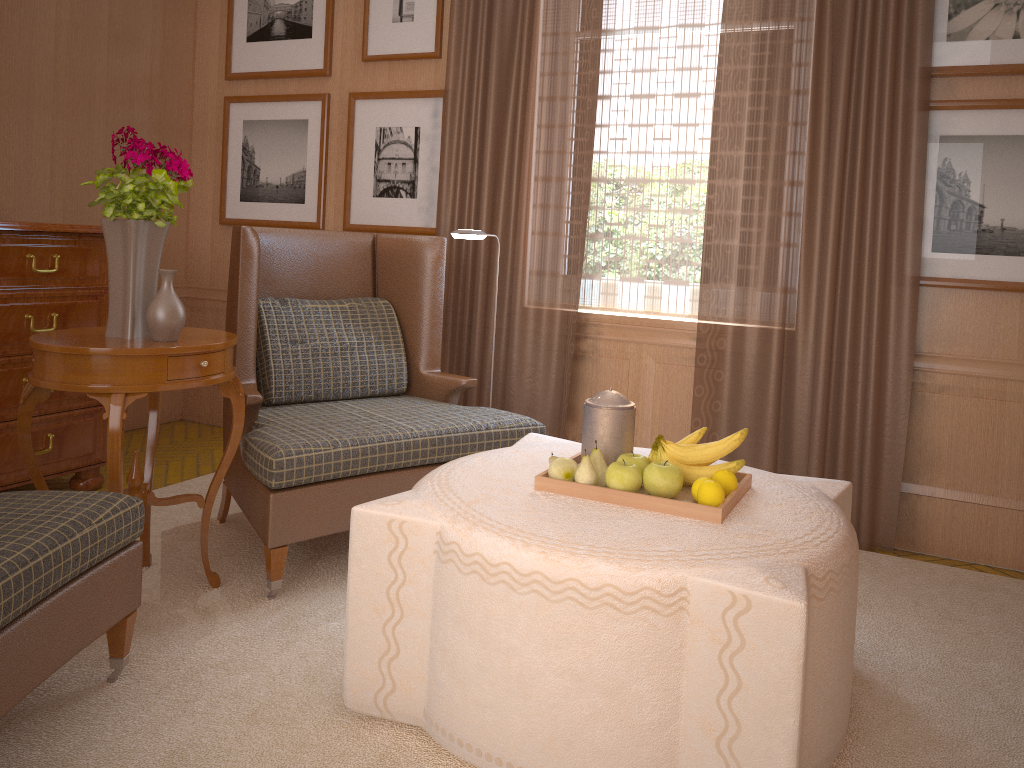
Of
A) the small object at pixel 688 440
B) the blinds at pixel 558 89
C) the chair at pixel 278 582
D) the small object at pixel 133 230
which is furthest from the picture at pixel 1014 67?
A: the small object at pixel 133 230

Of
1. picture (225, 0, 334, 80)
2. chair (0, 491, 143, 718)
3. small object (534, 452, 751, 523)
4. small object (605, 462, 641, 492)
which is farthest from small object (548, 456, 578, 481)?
picture (225, 0, 334, 80)

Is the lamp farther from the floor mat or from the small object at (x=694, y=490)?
the small object at (x=694, y=490)

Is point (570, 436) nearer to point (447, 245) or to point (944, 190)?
point (447, 245)

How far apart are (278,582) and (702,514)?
2.4m

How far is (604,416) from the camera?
4.0m

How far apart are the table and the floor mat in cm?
4

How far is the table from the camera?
4.1 meters

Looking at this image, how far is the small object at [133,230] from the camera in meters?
4.3 m

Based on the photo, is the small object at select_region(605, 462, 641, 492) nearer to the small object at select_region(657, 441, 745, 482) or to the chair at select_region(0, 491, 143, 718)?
the small object at select_region(657, 441, 745, 482)
